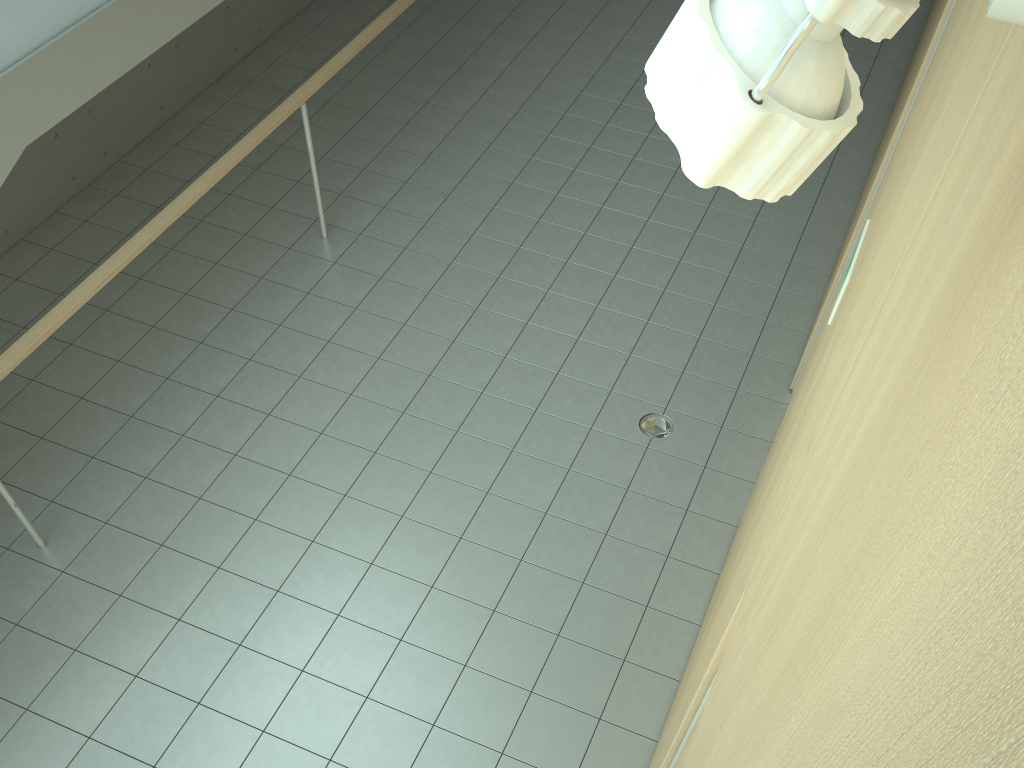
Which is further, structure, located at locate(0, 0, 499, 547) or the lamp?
structure, located at locate(0, 0, 499, 547)

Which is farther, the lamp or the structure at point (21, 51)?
the structure at point (21, 51)

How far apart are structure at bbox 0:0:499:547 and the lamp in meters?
3.8 m

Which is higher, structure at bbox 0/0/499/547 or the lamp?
the lamp

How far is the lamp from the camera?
0.48m

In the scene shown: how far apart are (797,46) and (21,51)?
4.0 meters

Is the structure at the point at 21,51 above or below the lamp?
below

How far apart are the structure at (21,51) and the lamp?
3.8 meters

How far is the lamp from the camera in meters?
0.5 m

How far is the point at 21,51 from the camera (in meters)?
3.57
